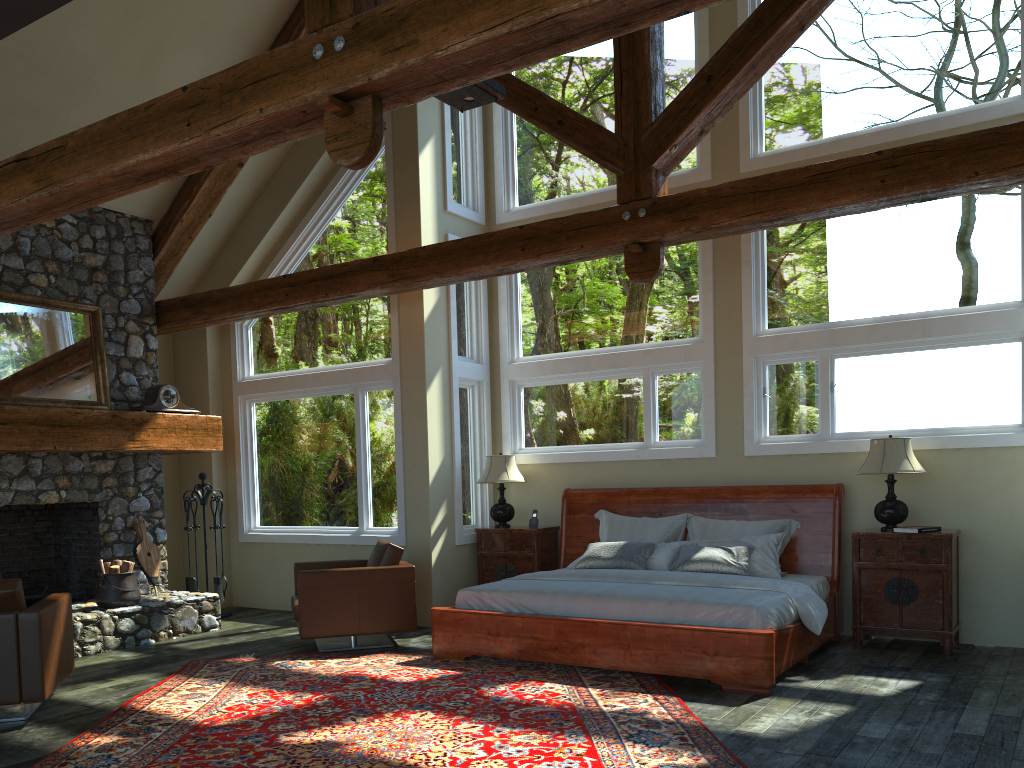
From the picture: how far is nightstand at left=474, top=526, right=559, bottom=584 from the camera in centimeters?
858cm

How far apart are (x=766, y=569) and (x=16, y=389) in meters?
6.6

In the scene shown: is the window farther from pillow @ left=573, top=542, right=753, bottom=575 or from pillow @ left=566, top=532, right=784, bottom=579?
pillow @ left=573, top=542, right=753, bottom=575

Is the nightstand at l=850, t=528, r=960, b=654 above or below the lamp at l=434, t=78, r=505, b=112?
below

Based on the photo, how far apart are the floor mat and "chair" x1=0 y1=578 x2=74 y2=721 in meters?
0.4

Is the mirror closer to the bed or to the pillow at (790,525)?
the bed

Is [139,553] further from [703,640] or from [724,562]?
[703,640]

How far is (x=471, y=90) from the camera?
5.62m

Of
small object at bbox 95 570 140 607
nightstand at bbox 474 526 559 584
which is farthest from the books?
small object at bbox 95 570 140 607

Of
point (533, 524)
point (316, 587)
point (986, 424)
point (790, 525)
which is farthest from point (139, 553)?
point (986, 424)
